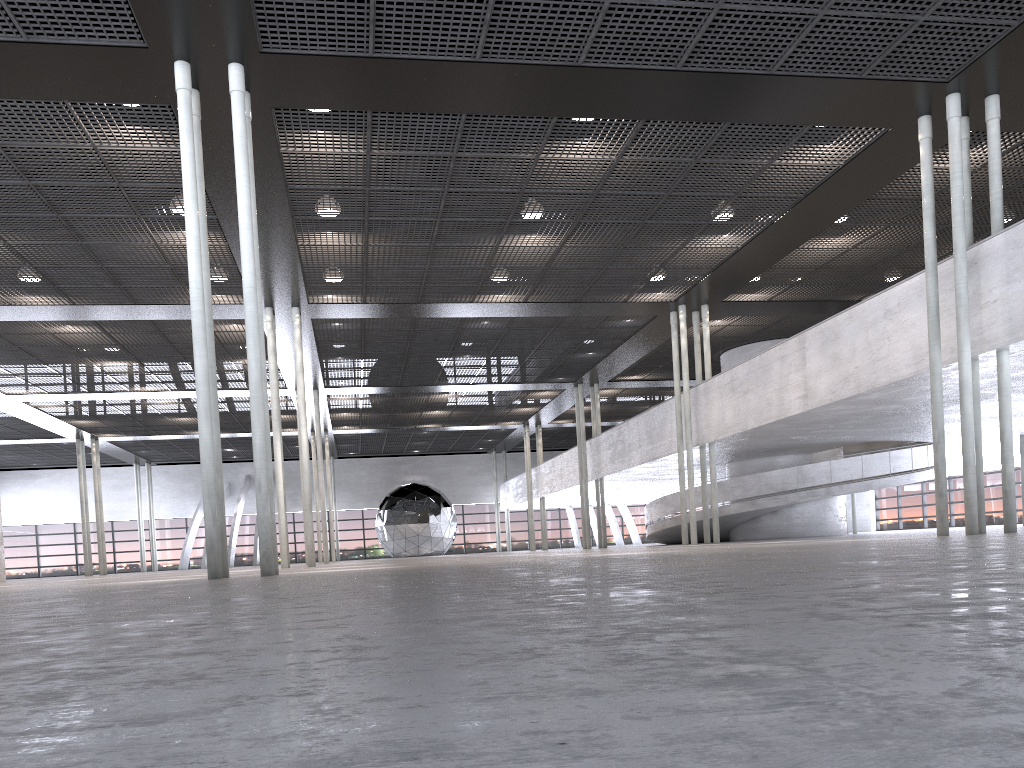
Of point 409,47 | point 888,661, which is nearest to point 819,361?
point 409,47
